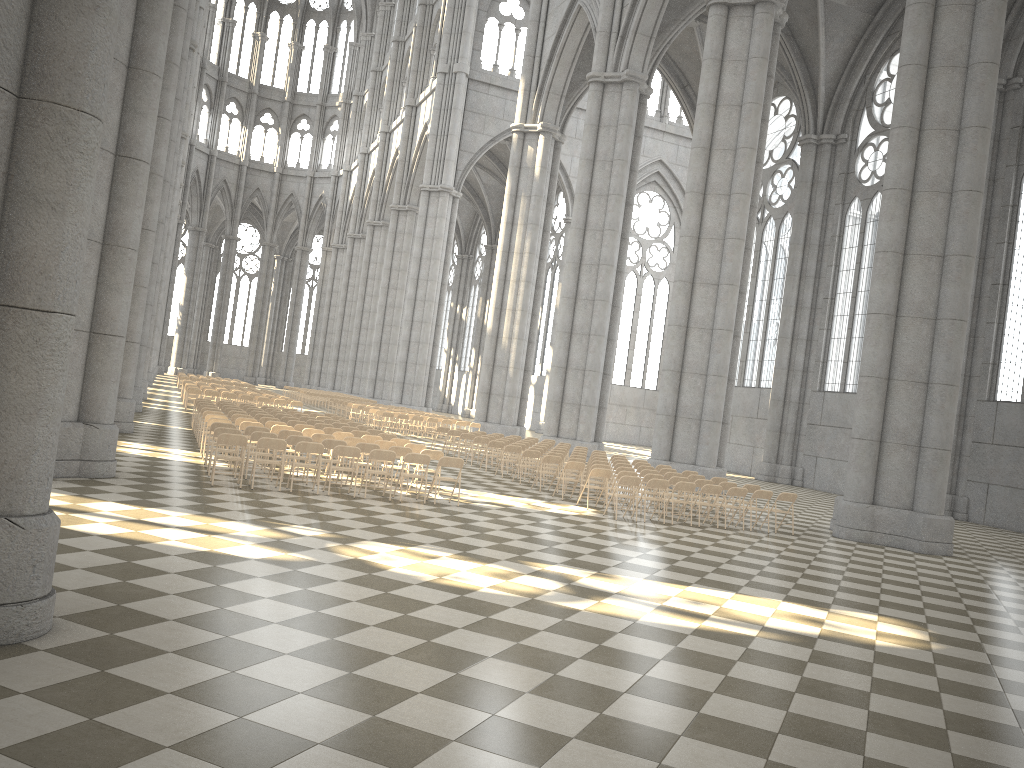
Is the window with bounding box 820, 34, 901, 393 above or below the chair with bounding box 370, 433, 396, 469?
above

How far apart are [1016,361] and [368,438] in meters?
20.8

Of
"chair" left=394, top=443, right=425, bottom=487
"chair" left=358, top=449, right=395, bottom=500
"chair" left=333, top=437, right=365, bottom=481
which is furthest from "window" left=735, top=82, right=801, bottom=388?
"chair" left=358, top=449, right=395, bottom=500

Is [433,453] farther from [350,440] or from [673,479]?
[673,479]

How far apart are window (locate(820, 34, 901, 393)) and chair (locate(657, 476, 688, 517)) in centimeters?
1863cm

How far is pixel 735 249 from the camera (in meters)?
24.57

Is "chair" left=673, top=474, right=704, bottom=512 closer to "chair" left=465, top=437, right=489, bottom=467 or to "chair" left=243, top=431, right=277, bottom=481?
"chair" left=465, top=437, right=489, bottom=467

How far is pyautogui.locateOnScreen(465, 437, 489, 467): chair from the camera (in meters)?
23.49

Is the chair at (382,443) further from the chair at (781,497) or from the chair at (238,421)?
the chair at (781,497)

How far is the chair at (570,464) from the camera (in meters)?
18.06
